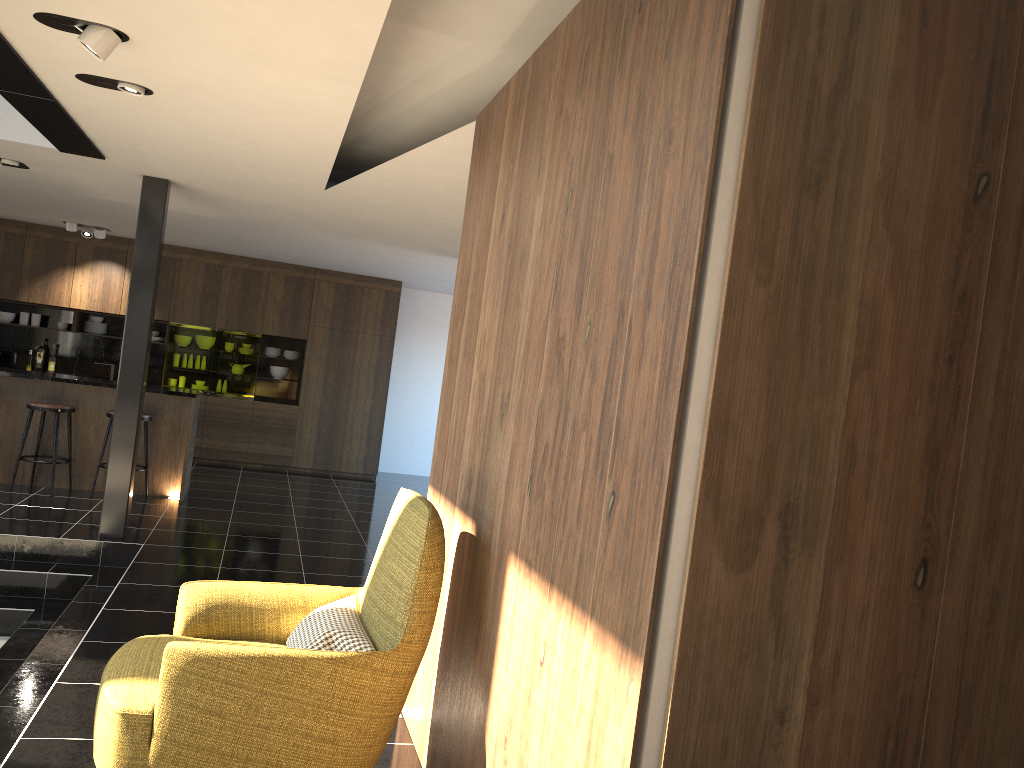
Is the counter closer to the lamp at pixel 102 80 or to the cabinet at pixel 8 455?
the cabinet at pixel 8 455

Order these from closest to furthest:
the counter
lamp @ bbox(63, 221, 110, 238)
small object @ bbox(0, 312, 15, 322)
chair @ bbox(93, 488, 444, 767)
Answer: chair @ bbox(93, 488, 444, 767) → the counter → lamp @ bbox(63, 221, 110, 238) → small object @ bbox(0, 312, 15, 322)

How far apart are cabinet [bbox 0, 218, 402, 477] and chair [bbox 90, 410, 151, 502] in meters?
3.2 m

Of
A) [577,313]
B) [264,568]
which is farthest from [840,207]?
[264,568]

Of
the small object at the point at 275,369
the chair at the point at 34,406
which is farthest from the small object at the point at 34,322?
the chair at the point at 34,406

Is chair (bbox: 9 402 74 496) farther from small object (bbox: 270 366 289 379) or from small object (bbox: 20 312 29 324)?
small object (bbox: 270 366 289 379)

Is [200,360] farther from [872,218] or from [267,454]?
[872,218]

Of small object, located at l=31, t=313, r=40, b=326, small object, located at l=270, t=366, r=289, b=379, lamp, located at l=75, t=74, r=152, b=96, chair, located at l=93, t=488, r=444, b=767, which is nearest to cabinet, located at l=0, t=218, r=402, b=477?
small object, located at l=270, t=366, r=289, b=379

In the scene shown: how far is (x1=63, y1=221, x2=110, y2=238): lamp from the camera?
10.2 meters

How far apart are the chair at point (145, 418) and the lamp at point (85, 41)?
5.1 meters
